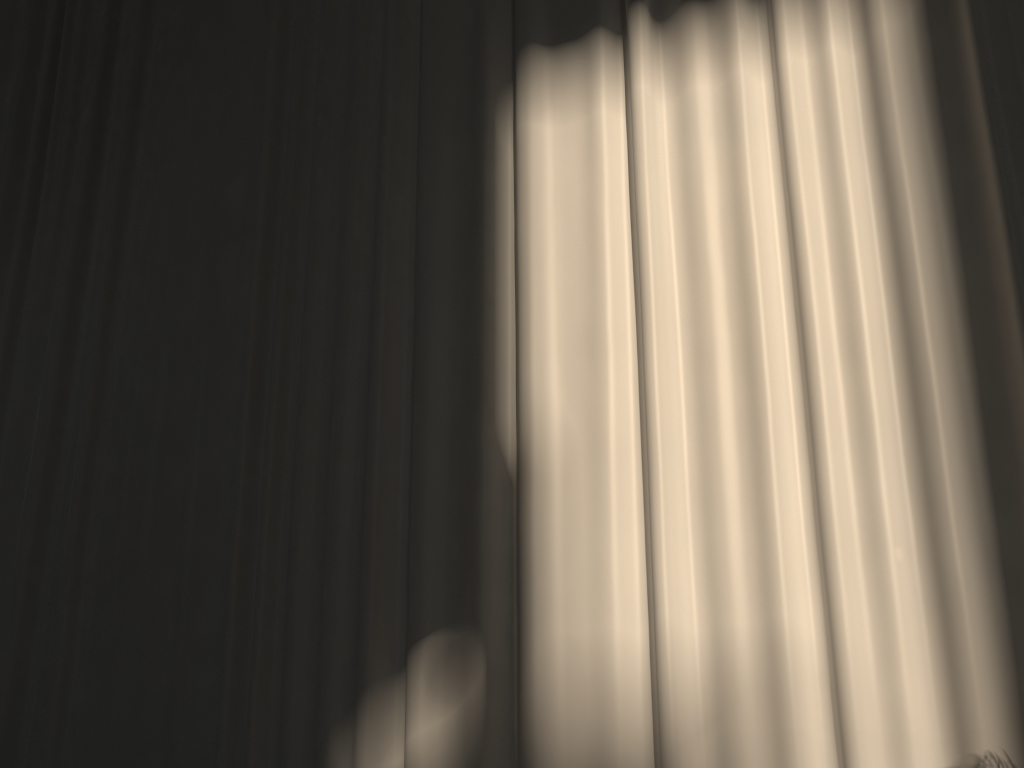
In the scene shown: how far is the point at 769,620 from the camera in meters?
3.3 m

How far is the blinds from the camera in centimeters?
326cm

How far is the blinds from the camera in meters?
3.3 m

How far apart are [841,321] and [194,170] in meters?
3.9 m
